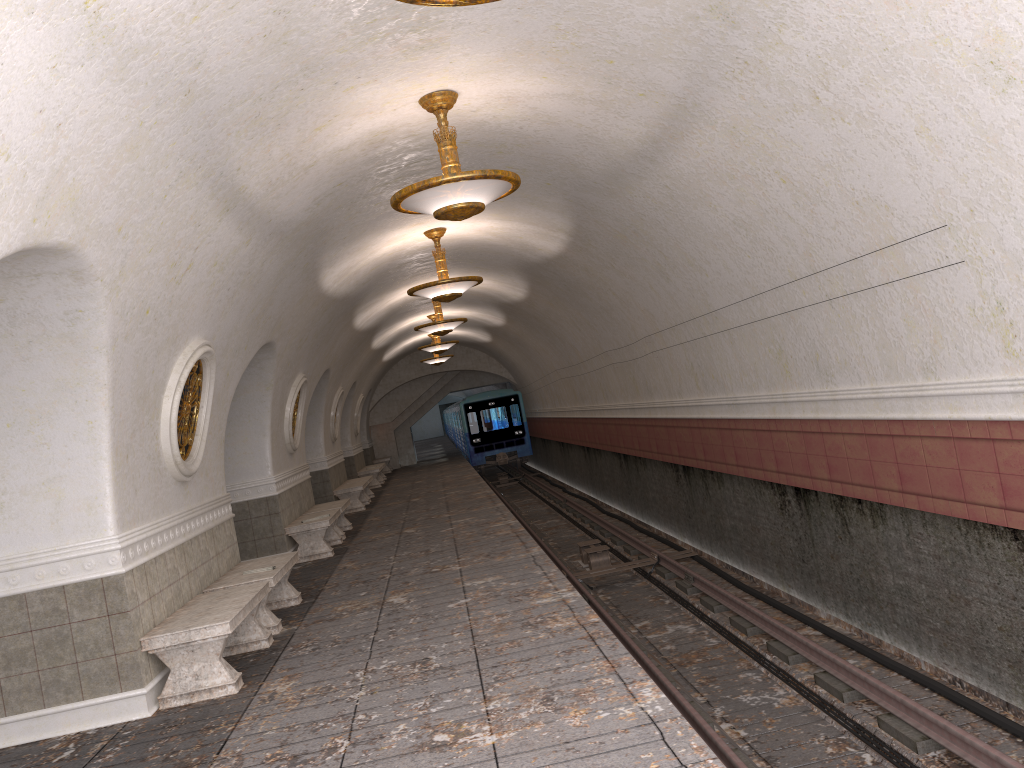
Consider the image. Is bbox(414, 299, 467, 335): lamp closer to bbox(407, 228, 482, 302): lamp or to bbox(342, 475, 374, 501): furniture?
bbox(407, 228, 482, 302): lamp

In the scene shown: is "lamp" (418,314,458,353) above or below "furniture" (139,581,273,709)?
above

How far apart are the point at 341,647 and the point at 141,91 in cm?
431

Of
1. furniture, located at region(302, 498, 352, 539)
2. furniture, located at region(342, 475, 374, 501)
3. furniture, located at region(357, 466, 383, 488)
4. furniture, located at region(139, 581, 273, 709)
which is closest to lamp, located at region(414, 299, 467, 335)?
furniture, located at region(302, 498, 352, 539)

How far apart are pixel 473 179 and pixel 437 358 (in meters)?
19.31

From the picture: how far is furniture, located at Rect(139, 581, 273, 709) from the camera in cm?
605

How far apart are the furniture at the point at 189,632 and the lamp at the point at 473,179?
3.18m

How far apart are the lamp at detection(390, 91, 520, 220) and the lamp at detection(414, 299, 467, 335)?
9.0 meters

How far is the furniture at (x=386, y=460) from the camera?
30.2m

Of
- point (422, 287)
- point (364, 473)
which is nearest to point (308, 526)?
point (422, 287)
